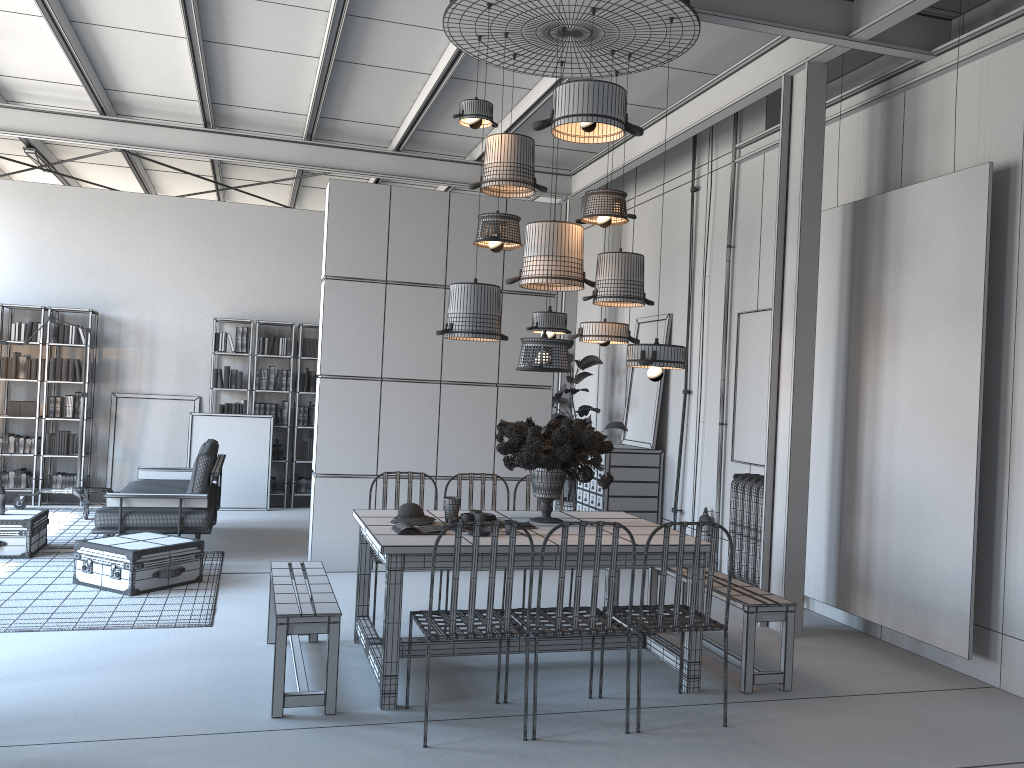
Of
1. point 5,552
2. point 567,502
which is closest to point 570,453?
point 567,502

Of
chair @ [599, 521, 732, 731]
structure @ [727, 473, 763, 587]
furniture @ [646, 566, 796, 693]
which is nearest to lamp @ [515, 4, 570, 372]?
chair @ [599, 521, 732, 731]

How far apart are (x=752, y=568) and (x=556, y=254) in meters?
3.2 m

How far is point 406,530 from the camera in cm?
456

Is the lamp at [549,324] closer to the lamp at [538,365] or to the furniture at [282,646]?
the lamp at [538,365]

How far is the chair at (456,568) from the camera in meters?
3.9 m

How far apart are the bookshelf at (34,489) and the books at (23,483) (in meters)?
0.16

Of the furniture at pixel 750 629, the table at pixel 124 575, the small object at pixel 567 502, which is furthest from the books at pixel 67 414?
the furniture at pixel 750 629

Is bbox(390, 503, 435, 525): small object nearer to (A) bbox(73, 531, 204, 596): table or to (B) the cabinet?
(A) bbox(73, 531, 204, 596): table

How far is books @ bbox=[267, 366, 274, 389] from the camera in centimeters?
1083cm
